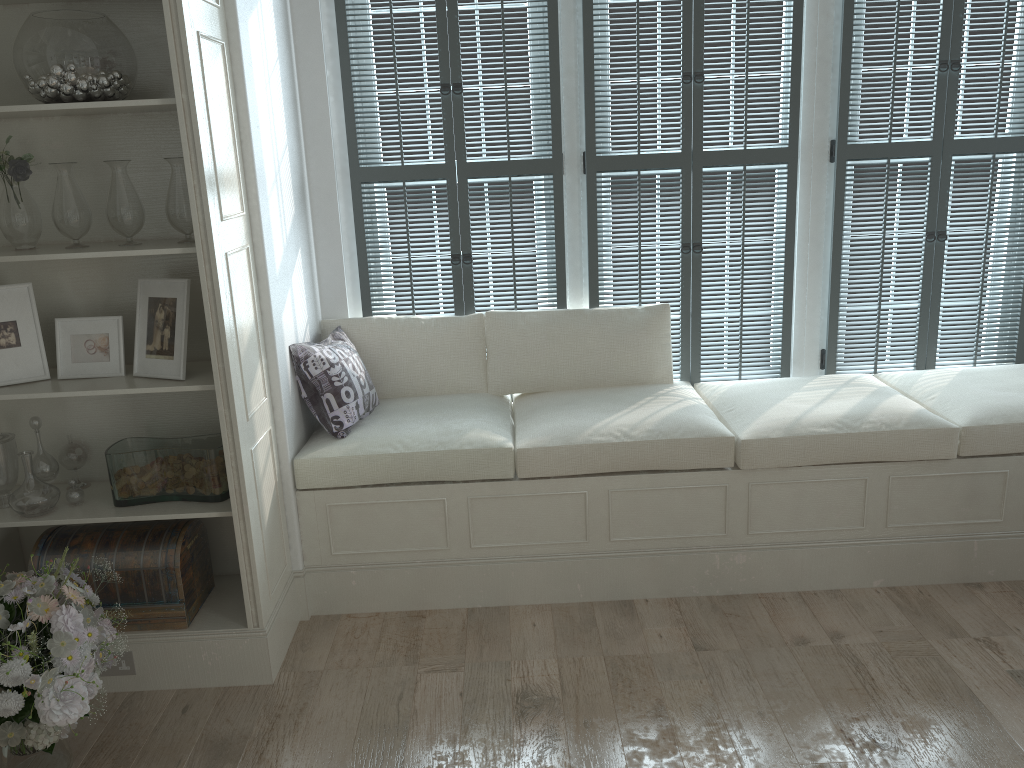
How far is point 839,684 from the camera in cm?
270

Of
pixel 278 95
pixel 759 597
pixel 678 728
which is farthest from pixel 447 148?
pixel 678 728

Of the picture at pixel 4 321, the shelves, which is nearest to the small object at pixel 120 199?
the shelves

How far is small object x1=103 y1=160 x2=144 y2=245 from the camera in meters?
2.6

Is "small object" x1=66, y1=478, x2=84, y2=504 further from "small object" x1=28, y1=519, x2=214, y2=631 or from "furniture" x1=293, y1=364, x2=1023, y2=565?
"furniture" x1=293, y1=364, x2=1023, y2=565

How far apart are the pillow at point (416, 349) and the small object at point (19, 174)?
1.20m

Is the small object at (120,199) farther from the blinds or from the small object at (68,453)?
the blinds

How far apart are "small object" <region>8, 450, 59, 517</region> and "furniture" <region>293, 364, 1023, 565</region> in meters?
0.8 m

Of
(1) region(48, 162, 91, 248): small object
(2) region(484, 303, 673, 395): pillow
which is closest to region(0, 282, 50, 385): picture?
(1) region(48, 162, 91, 248): small object

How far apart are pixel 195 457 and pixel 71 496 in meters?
0.4
